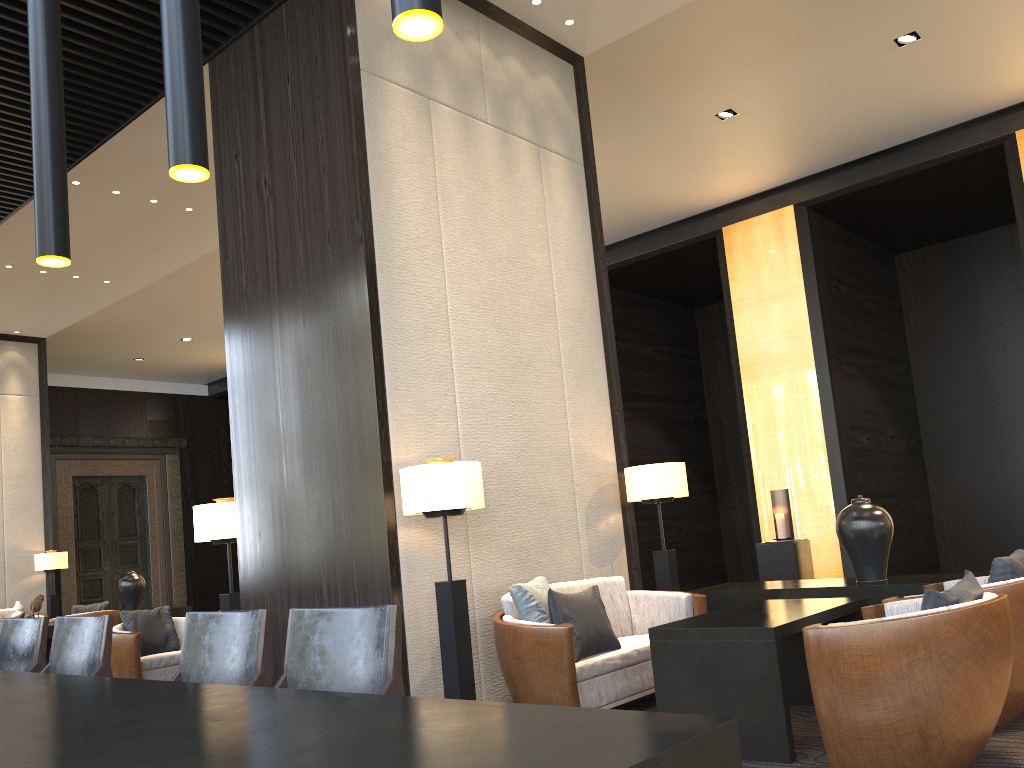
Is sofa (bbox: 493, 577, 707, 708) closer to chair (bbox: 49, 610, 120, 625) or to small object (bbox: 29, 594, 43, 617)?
chair (bbox: 49, 610, 120, 625)

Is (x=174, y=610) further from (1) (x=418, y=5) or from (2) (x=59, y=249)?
(1) (x=418, y=5)

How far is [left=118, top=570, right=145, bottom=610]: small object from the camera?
10.49m

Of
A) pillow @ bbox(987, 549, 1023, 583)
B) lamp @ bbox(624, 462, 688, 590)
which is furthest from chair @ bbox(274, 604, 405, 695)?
lamp @ bbox(624, 462, 688, 590)

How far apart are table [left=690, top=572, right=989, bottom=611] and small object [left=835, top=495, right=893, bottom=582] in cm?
4

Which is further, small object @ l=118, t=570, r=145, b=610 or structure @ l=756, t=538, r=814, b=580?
small object @ l=118, t=570, r=145, b=610

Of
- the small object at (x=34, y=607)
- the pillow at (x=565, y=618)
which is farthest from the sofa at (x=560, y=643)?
the small object at (x=34, y=607)

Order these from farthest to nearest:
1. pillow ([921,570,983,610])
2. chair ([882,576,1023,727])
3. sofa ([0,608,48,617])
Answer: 1. sofa ([0,608,48,617])
2. chair ([882,576,1023,727])
3. pillow ([921,570,983,610])

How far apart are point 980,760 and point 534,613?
1.91m

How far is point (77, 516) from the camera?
14.79m
